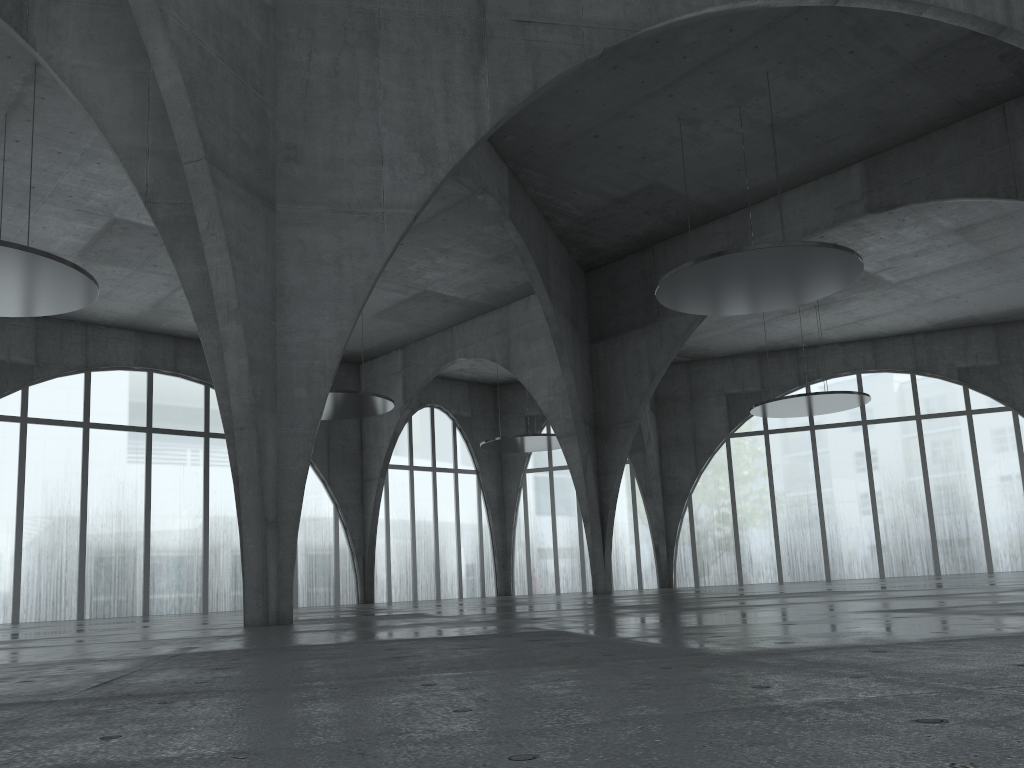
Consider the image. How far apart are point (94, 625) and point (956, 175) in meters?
50.1 m

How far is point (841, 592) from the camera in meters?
30.4 m
